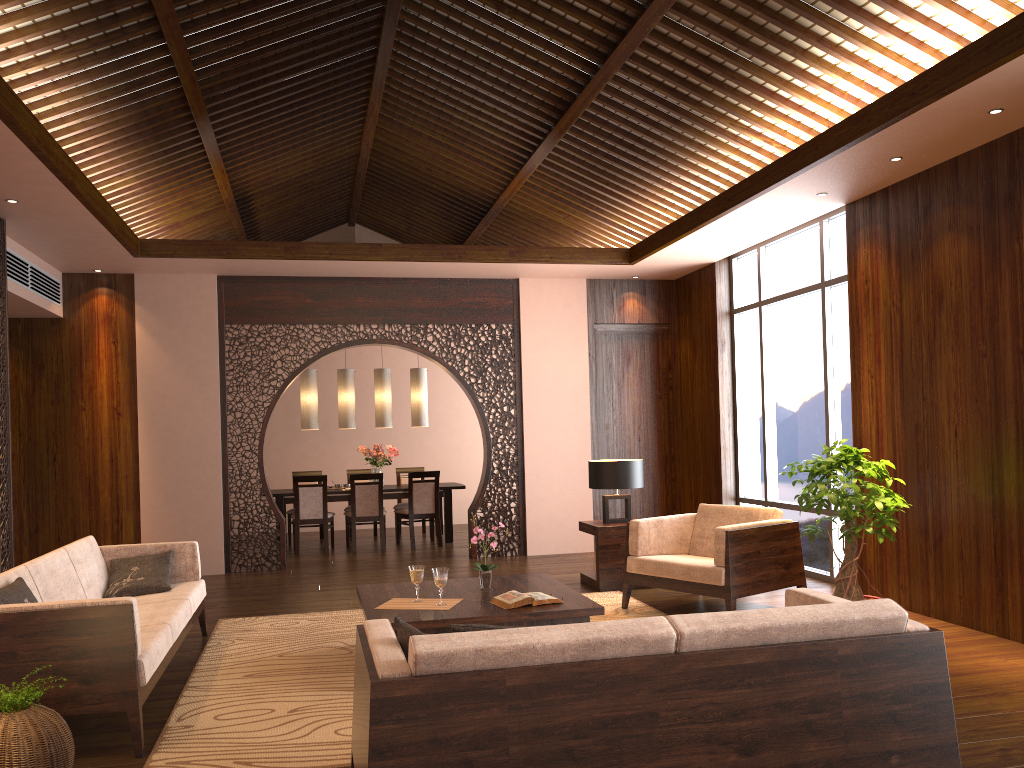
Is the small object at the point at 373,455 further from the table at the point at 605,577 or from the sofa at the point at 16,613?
the sofa at the point at 16,613

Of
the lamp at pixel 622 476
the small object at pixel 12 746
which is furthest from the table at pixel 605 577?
the small object at pixel 12 746

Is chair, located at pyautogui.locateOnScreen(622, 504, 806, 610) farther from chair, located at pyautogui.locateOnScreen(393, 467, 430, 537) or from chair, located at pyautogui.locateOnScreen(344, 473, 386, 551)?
chair, located at pyautogui.locateOnScreen(393, 467, 430, 537)

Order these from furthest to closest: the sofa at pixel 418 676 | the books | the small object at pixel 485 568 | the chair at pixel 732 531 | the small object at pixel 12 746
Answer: the chair at pixel 732 531 < the small object at pixel 485 568 < the books < the small object at pixel 12 746 < the sofa at pixel 418 676

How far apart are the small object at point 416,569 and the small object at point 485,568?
0.4 meters

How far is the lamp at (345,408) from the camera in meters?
10.3 m

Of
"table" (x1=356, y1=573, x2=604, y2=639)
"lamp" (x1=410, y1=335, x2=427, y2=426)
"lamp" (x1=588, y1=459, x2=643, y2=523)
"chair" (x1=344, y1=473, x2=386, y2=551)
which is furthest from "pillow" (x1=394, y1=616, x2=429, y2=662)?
"lamp" (x1=410, y1=335, x2=427, y2=426)

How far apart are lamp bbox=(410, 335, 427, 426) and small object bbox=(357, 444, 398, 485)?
0.5m

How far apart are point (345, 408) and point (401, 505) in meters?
1.4

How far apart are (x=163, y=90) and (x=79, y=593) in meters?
3.3
